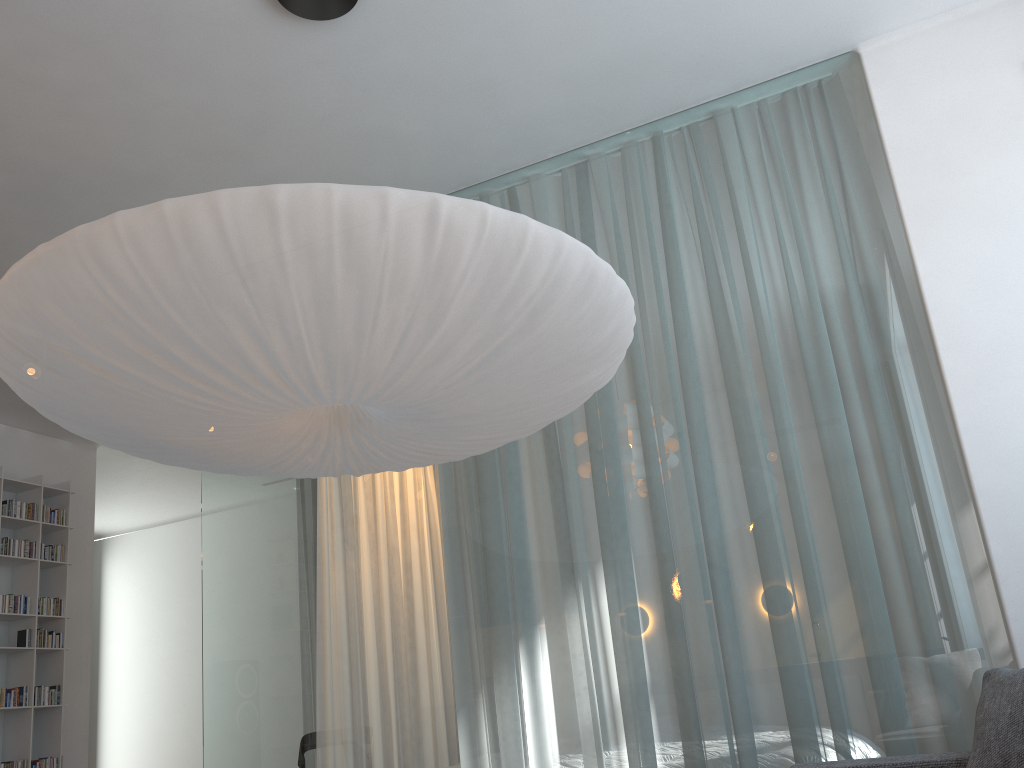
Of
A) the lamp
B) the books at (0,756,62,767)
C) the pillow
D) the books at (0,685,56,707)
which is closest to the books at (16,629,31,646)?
the books at (0,685,56,707)

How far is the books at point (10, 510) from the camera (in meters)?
5.14

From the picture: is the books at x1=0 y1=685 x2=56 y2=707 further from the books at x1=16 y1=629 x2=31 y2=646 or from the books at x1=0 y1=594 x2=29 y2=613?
the books at x1=0 y1=594 x2=29 y2=613

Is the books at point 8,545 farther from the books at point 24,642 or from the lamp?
the lamp

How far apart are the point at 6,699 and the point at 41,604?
0.6 meters

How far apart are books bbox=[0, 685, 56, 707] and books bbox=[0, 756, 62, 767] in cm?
31

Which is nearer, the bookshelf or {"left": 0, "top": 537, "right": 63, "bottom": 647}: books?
the bookshelf

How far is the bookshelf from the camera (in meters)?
4.94

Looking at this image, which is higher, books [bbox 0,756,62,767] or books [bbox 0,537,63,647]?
books [bbox 0,537,63,647]

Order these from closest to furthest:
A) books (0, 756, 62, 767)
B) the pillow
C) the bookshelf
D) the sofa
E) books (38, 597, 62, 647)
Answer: the pillow
the sofa
books (0, 756, 62, 767)
the bookshelf
books (38, 597, 62, 647)
